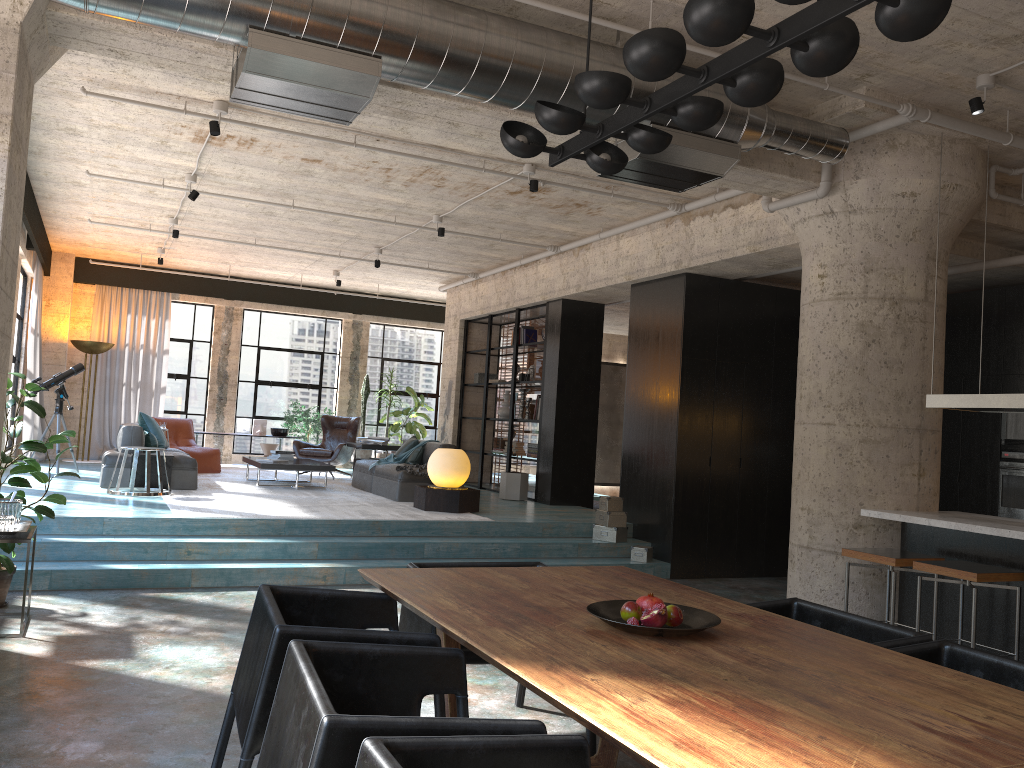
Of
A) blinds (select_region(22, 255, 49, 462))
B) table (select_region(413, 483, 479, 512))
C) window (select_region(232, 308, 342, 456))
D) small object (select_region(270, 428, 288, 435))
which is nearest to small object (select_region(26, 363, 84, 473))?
blinds (select_region(22, 255, 49, 462))

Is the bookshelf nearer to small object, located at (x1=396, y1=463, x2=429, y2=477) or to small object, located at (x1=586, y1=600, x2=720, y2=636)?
small object, located at (x1=396, y1=463, x2=429, y2=477)

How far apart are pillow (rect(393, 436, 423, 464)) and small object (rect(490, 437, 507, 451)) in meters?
2.2 m

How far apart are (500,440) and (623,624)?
10.51m

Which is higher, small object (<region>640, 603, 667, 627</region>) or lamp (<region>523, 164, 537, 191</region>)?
lamp (<region>523, 164, 537, 191</region>)

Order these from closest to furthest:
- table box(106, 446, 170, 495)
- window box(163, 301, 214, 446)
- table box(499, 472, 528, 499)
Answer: table box(106, 446, 170, 495) → table box(499, 472, 528, 499) → window box(163, 301, 214, 446)

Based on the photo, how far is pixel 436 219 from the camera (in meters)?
9.71

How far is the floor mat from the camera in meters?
8.2

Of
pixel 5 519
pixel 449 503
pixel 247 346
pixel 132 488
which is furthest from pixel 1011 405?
pixel 247 346

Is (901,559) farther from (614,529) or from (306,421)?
(306,421)
